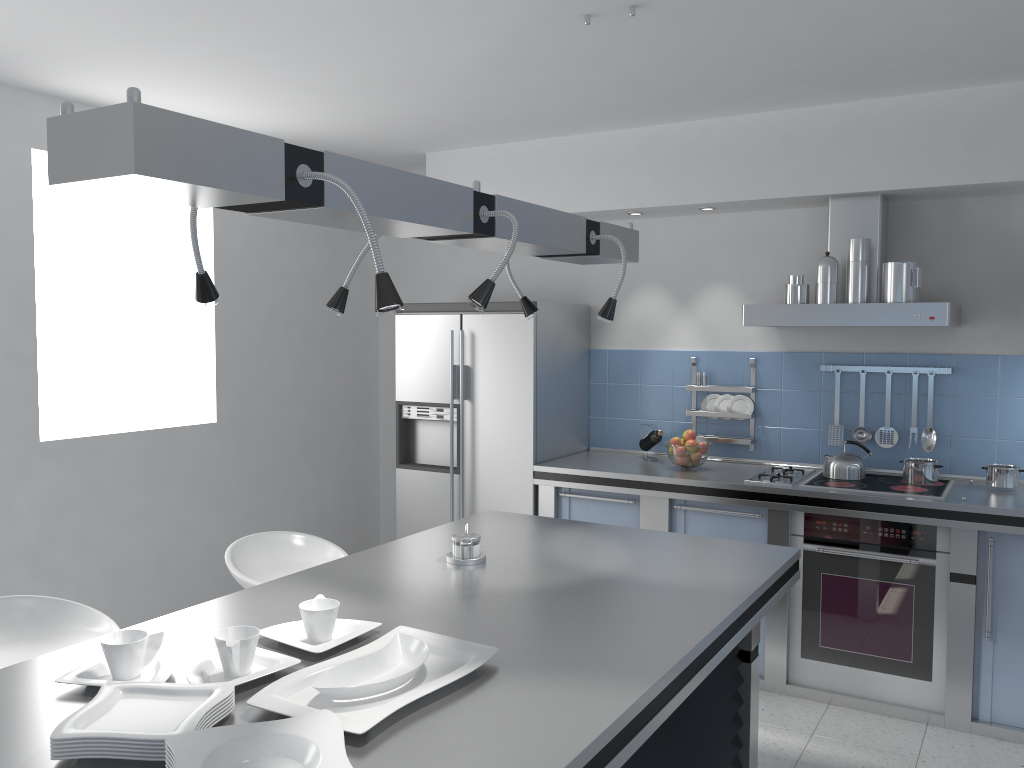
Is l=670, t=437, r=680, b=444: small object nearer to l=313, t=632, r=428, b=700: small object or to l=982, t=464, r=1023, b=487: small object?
l=982, t=464, r=1023, b=487: small object

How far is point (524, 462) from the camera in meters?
4.7 m

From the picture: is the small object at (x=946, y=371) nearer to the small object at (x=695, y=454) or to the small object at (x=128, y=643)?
the small object at (x=695, y=454)

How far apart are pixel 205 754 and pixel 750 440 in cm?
377

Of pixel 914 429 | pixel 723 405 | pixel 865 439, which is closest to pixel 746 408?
pixel 723 405

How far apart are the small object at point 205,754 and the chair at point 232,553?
1.68m

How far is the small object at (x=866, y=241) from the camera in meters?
3.9

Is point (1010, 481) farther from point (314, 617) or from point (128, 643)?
point (128, 643)

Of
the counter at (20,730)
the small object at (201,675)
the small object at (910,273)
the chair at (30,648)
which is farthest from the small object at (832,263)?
the chair at (30,648)

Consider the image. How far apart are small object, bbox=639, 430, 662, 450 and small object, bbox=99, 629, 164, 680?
3.27m
